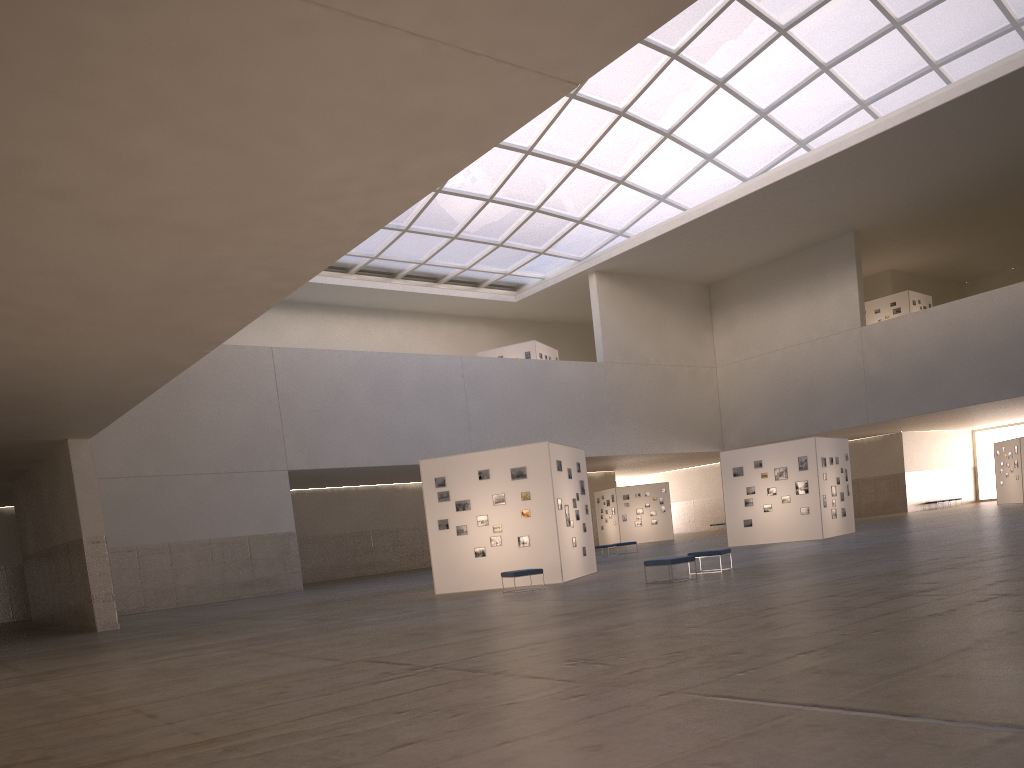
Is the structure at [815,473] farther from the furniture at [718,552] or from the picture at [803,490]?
the furniture at [718,552]

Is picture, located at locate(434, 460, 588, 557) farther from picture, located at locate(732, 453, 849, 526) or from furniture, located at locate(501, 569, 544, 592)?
picture, located at locate(732, 453, 849, 526)

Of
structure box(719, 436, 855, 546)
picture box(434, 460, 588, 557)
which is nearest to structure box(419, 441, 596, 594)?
picture box(434, 460, 588, 557)

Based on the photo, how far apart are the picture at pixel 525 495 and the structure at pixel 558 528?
0.20m

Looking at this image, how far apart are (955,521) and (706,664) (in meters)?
38.02

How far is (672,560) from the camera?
22.5m

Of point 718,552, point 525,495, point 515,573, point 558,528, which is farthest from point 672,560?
point 525,495

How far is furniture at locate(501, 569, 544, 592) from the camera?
25.3 meters

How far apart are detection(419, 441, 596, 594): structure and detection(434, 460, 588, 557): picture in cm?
20

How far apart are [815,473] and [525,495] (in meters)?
17.10
